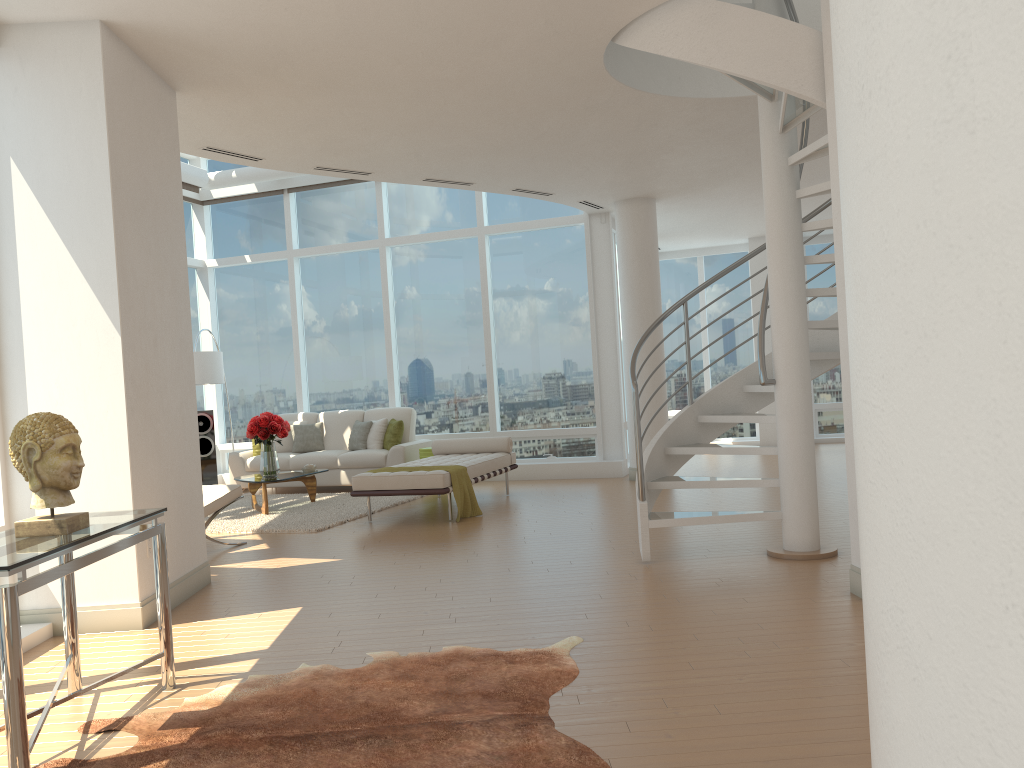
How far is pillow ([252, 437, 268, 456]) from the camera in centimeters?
1192cm

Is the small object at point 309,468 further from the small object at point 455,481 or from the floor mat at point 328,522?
the small object at point 455,481

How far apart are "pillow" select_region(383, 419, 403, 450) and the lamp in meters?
2.2 m

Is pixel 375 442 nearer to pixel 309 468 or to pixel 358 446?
pixel 358 446

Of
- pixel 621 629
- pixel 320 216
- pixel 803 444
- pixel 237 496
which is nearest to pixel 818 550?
pixel 803 444

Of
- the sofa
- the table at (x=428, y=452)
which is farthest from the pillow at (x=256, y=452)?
the table at (x=428, y=452)

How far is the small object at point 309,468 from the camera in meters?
10.1 m

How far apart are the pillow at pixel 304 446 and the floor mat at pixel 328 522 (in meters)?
0.92

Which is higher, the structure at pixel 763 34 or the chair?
the structure at pixel 763 34

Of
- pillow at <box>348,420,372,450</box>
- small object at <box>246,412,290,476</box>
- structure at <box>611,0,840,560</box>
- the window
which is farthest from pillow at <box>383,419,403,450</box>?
structure at <box>611,0,840,560</box>
